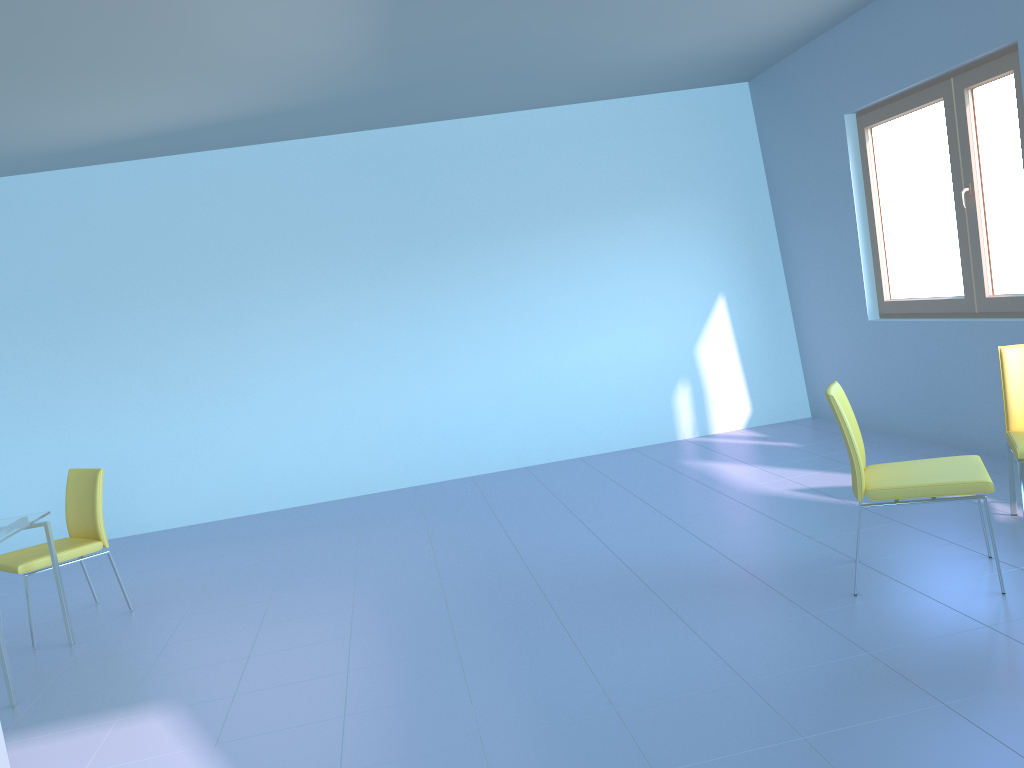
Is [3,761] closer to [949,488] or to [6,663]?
[6,663]

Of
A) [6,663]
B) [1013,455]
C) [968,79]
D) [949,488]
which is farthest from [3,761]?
[968,79]

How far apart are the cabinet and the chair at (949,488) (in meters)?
2.75

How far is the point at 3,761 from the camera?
2.5m

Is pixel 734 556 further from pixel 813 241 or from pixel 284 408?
pixel 284 408

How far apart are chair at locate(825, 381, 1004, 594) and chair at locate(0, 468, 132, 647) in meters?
3.3

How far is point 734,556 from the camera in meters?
3.7 m

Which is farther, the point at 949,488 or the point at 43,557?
the point at 43,557

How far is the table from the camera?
3.2 meters

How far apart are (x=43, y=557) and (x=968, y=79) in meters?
4.9 m
